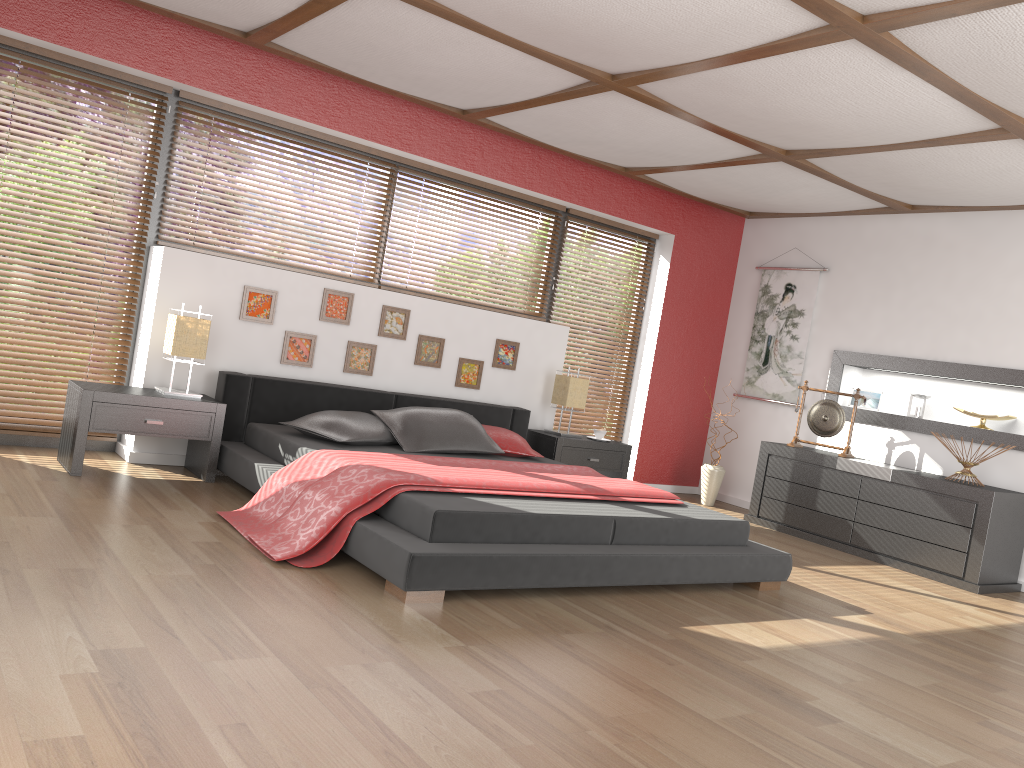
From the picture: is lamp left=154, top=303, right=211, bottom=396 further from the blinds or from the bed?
the blinds

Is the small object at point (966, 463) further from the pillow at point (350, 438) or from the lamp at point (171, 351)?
the lamp at point (171, 351)

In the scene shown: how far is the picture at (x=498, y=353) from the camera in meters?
6.2

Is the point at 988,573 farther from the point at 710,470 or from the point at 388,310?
the point at 388,310

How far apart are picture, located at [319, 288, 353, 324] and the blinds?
1.5m

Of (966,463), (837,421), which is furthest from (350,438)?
Result: (966,463)

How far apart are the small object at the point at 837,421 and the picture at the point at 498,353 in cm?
213

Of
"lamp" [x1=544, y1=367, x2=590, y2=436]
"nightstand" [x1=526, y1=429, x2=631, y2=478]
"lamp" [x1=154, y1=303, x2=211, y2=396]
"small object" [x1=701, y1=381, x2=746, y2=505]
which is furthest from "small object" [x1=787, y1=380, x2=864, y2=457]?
"lamp" [x1=154, y1=303, x2=211, y2=396]

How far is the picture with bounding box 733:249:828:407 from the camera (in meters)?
7.03

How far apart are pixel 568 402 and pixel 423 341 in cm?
113
